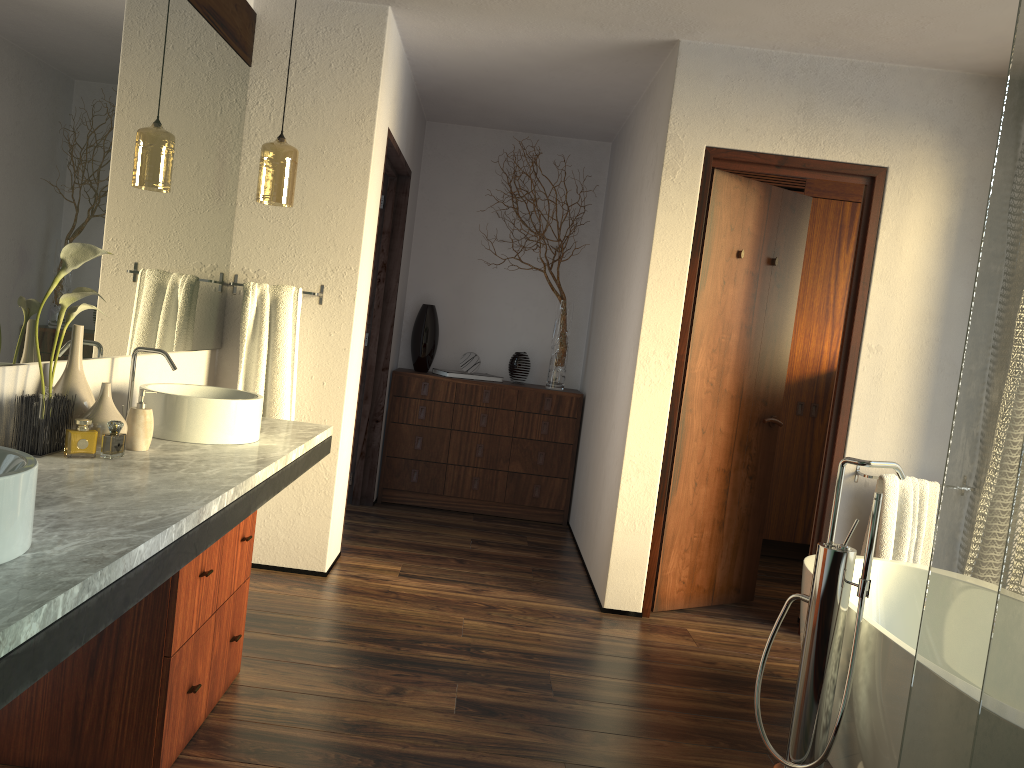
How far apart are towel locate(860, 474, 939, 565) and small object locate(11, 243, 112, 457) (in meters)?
2.96

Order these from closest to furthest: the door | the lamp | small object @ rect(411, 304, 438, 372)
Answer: the lamp < the door < small object @ rect(411, 304, 438, 372)

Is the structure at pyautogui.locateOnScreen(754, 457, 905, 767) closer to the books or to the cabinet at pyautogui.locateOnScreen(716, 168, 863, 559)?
the cabinet at pyautogui.locateOnScreen(716, 168, 863, 559)

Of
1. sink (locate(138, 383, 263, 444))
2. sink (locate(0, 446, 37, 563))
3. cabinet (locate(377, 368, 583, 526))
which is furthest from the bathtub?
cabinet (locate(377, 368, 583, 526))

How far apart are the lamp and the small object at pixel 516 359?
2.31m

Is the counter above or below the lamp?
below

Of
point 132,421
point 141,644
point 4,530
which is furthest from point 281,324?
point 4,530

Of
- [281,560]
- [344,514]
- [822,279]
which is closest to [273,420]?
[281,560]

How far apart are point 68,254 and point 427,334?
3.4m

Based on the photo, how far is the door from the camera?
Answer: 3.66m
